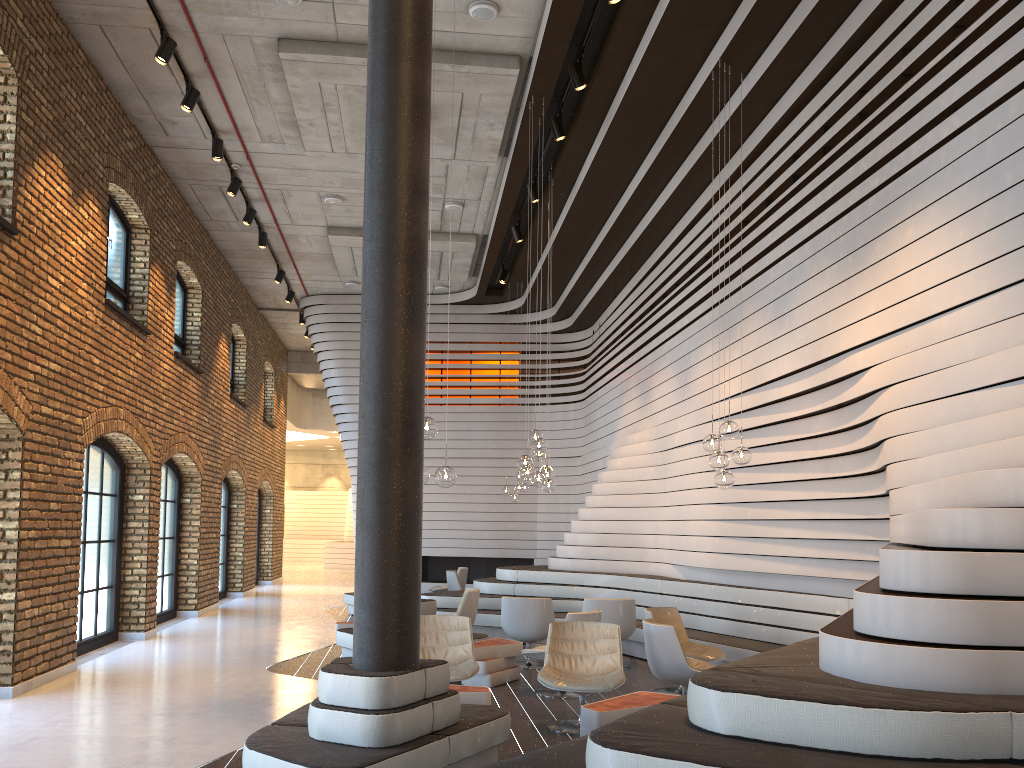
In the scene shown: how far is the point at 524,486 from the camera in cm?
1552

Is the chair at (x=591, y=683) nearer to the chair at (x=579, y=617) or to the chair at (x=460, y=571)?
the chair at (x=579, y=617)

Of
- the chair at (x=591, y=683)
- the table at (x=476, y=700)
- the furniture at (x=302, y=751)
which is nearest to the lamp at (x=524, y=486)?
the chair at (x=591, y=683)

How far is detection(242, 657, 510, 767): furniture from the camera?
4.3m

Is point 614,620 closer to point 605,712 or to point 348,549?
point 605,712

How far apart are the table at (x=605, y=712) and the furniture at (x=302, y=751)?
0.5 meters

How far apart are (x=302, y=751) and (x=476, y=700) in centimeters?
179cm

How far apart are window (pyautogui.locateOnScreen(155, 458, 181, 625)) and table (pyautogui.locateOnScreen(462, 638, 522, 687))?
6.4 meters

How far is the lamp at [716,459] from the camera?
7.3 meters

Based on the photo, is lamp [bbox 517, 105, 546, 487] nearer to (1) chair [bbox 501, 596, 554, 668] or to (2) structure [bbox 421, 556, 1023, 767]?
(1) chair [bbox 501, 596, 554, 668]
